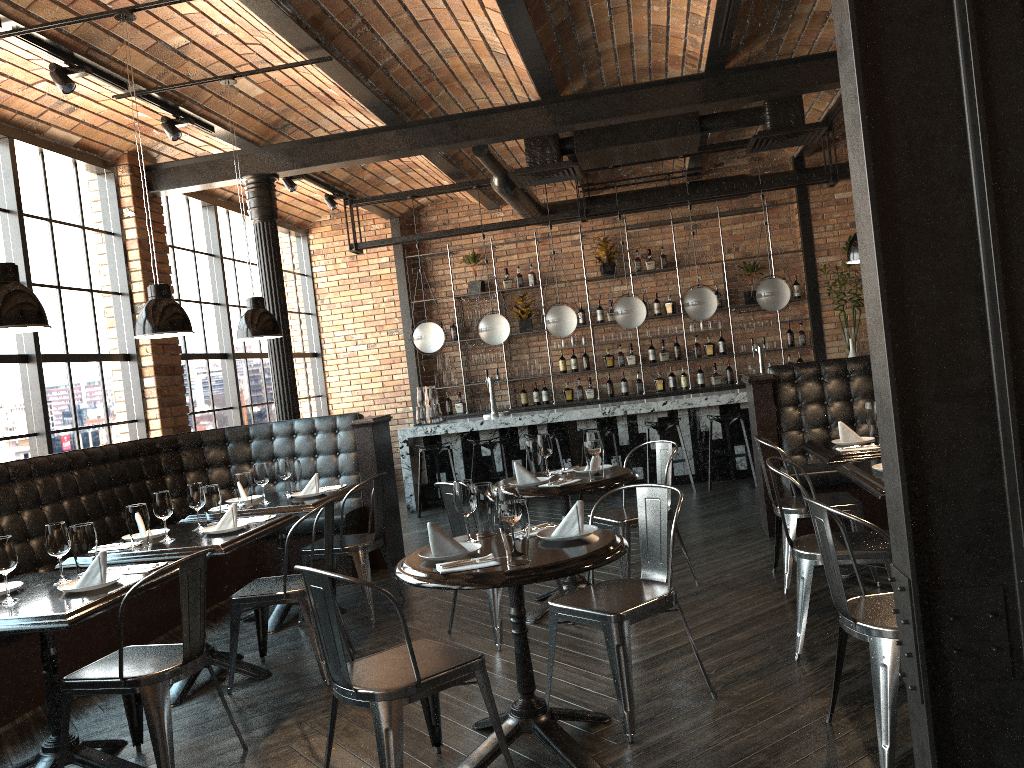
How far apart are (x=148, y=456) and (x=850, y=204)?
8.19m

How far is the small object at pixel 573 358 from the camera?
11.24m

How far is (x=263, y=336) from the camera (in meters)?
5.49

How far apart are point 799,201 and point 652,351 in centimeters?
248cm

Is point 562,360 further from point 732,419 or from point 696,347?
point 732,419

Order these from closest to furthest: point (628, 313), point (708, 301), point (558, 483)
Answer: point (558, 483) → point (708, 301) → point (628, 313)

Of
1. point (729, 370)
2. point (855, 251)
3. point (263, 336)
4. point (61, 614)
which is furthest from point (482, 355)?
point (61, 614)

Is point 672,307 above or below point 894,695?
above

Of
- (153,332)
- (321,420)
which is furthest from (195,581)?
(321,420)

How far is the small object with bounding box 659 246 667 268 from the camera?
11.0m
